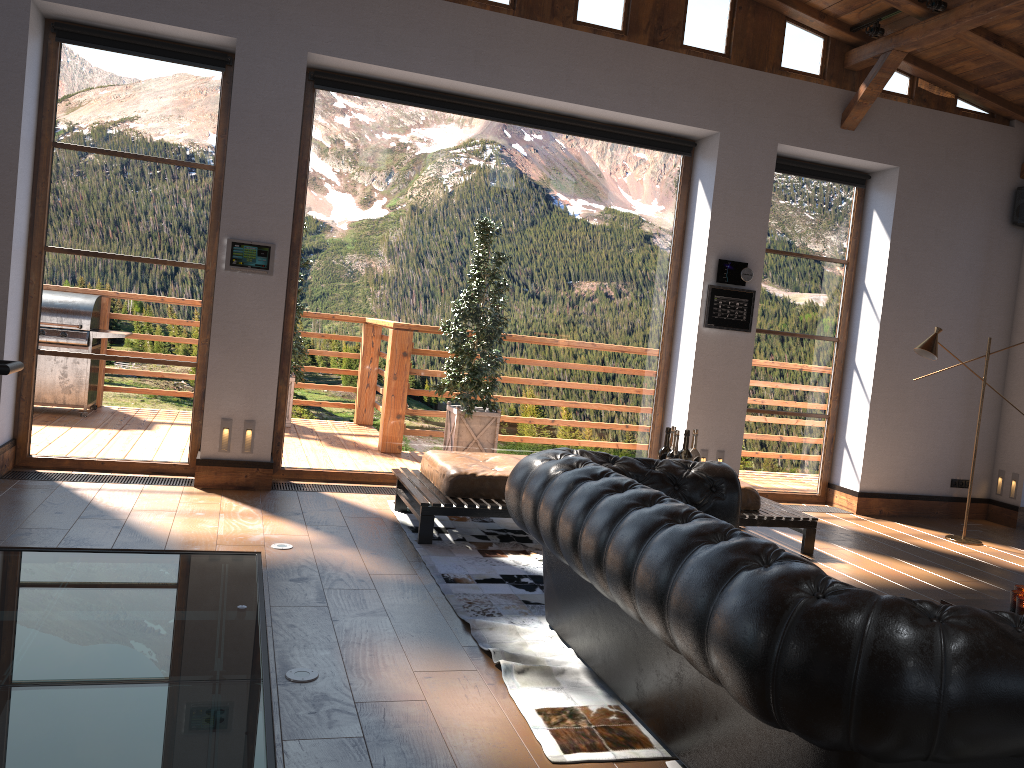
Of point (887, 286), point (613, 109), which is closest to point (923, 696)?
point (613, 109)

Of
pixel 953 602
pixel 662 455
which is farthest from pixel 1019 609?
pixel 662 455

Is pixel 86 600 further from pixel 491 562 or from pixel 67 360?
pixel 67 360

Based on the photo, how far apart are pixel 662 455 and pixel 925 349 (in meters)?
3.18

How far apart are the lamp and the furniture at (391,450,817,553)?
1.7m

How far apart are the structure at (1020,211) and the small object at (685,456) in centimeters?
522cm

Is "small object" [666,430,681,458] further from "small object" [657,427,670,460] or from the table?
the table

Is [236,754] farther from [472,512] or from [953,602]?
[953,602]

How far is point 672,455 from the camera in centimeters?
459cm

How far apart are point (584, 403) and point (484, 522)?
1.9m
